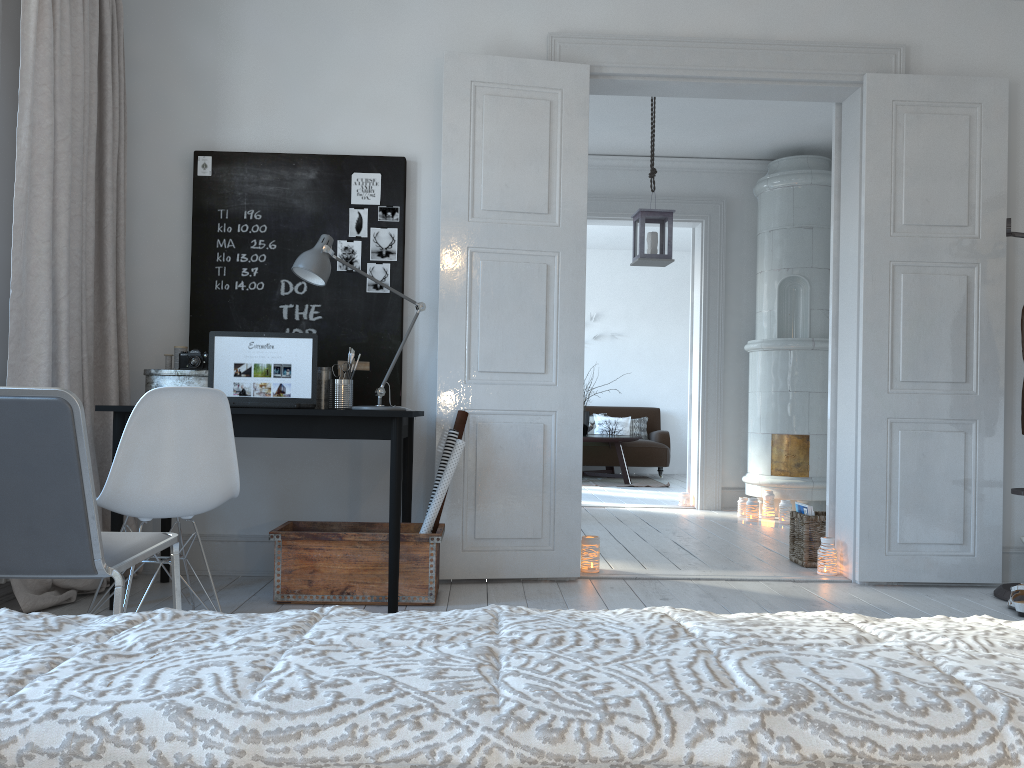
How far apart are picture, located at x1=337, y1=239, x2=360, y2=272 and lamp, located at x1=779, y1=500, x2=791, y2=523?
3.7m

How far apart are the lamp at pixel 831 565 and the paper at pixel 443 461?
1.9m

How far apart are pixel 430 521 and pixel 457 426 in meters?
Result: 0.4

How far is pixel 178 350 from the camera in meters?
3.8

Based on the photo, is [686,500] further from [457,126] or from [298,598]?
[298,598]

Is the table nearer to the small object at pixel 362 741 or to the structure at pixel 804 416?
the structure at pixel 804 416

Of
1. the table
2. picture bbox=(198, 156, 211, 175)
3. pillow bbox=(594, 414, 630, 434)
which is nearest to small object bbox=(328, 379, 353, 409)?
picture bbox=(198, 156, 211, 175)

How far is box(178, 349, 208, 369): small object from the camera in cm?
363

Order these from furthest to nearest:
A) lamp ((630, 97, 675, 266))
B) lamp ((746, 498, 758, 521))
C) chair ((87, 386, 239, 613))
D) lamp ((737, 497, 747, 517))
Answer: lamp ((737, 497, 747, 517)) → lamp ((746, 498, 758, 521)) → lamp ((630, 97, 675, 266)) → chair ((87, 386, 239, 613))

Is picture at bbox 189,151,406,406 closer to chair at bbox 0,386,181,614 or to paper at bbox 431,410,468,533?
paper at bbox 431,410,468,533
